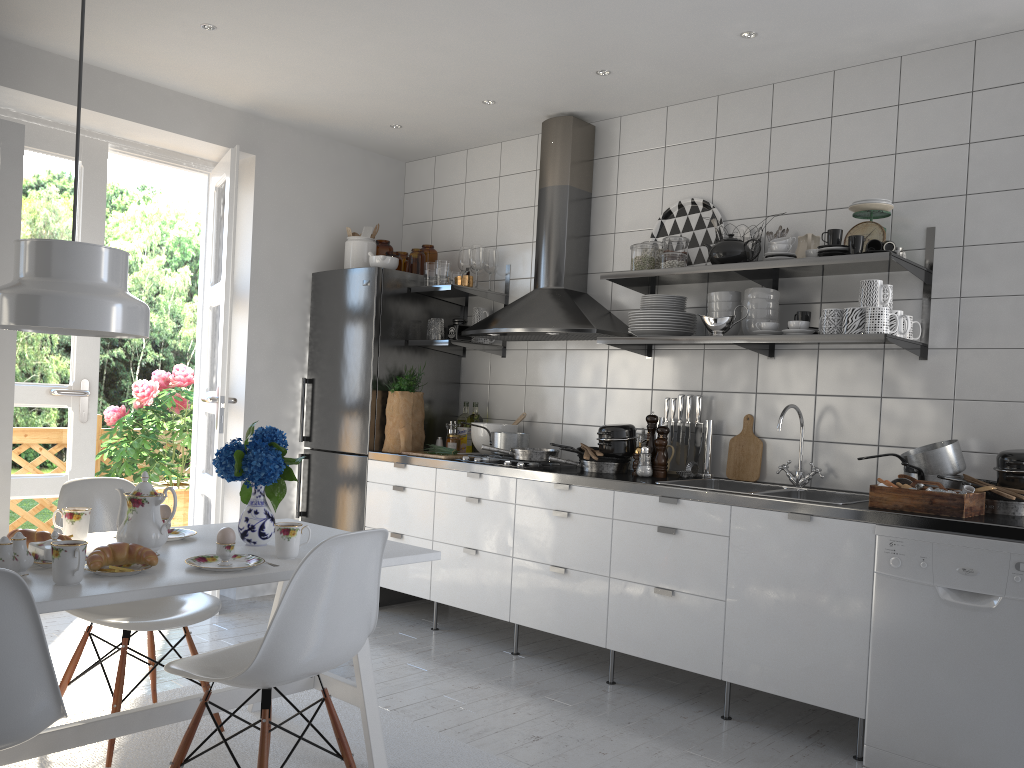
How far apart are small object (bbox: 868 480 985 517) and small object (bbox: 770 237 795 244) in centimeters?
104cm

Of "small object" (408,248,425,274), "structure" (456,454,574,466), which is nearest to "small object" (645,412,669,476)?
"structure" (456,454,574,466)

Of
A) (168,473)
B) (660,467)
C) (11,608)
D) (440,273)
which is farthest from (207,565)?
(168,473)

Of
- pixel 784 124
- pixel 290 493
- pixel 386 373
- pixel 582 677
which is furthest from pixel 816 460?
pixel 290 493

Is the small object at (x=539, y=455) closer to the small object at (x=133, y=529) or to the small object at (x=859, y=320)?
the small object at (x=859, y=320)

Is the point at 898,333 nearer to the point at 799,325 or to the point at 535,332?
the point at 799,325

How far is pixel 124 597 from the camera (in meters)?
1.97

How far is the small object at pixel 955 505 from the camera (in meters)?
2.79

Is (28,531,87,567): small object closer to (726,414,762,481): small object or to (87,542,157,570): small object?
(87,542,157,570): small object

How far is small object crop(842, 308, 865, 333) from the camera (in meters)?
3.22
